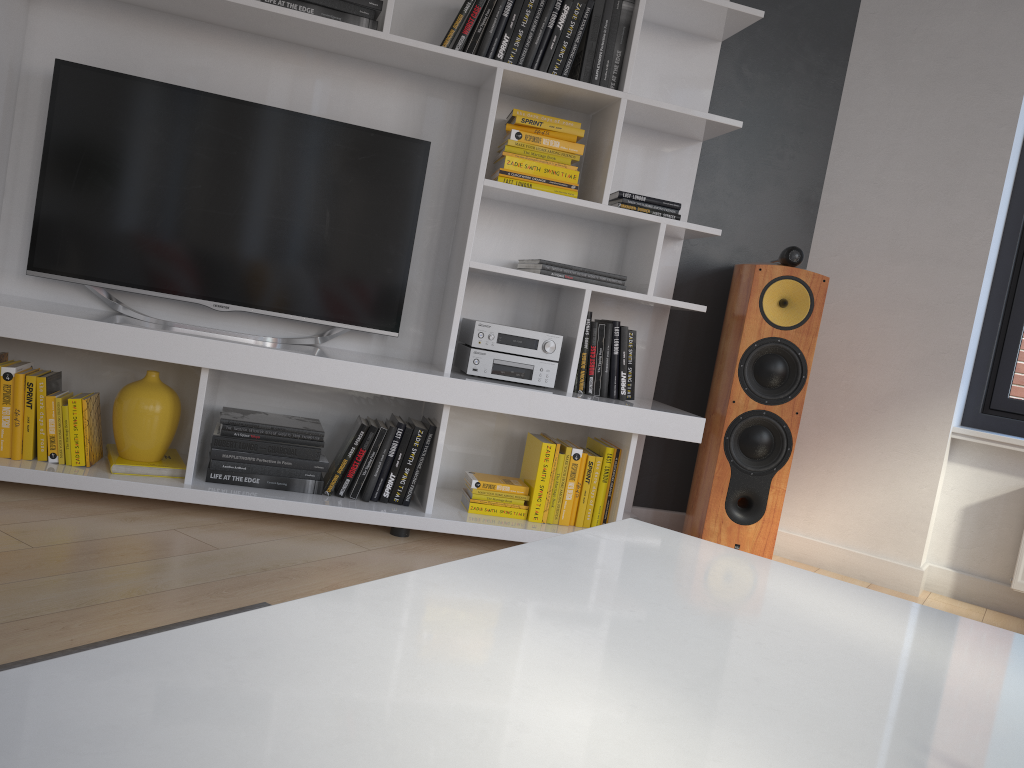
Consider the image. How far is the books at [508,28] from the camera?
2.7m

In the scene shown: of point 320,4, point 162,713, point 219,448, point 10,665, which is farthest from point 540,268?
point 162,713

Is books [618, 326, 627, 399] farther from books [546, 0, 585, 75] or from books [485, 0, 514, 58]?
books [485, 0, 514, 58]

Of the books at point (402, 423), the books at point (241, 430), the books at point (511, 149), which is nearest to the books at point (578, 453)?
the books at point (402, 423)

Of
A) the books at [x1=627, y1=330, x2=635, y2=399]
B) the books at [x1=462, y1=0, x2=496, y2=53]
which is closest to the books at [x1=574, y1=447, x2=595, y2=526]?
the books at [x1=627, y1=330, x2=635, y2=399]

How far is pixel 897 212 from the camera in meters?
3.1

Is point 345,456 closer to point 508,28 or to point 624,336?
point 624,336

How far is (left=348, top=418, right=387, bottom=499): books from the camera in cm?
267

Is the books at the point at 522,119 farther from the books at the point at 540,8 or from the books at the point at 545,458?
the books at the point at 545,458

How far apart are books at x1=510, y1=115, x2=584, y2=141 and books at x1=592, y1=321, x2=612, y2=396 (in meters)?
0.61
